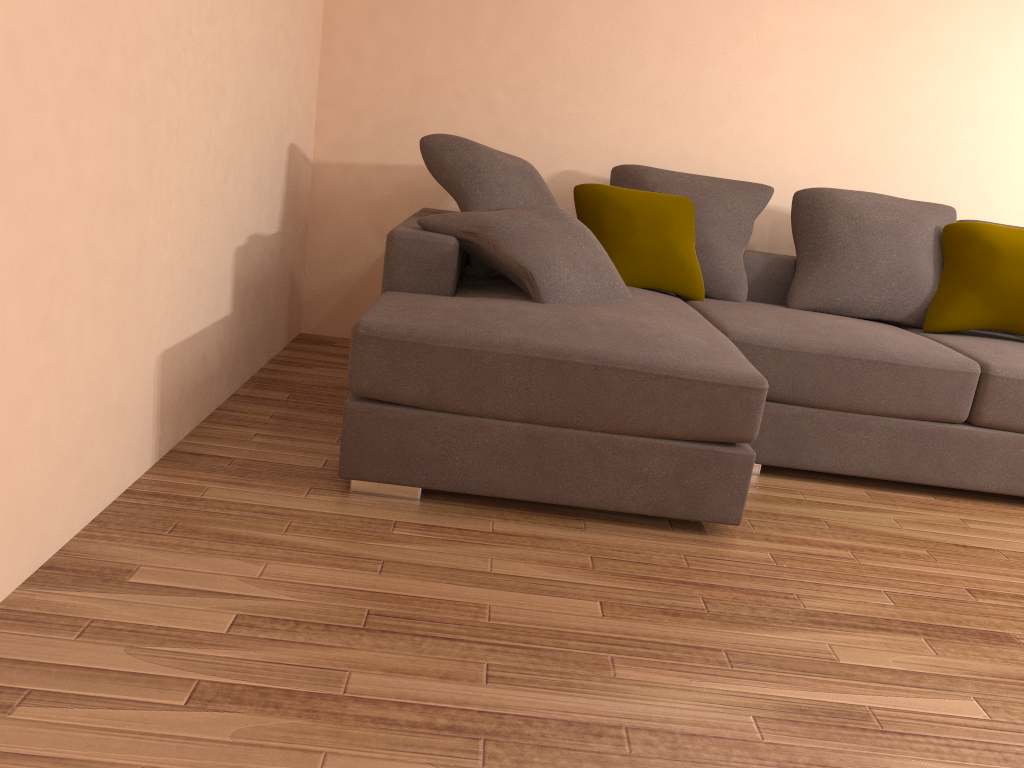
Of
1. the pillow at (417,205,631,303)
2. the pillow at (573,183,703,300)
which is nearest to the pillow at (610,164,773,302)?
the pillow at (573,183,703,300)

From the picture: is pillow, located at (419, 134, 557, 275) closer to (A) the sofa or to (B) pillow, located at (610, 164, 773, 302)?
(A) the sofa

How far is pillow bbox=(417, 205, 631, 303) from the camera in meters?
3.1

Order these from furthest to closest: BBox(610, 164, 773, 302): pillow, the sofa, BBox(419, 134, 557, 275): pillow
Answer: BBox(610, 164, 773, 302): pillow, BBox(419, 134, 557, 275): pillow, the sofa

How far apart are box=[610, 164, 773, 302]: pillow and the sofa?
0.1m

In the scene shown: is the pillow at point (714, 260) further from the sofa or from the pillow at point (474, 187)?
the pillow at point (474, 187)

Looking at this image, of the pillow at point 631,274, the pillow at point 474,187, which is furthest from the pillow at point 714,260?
the pillow at point 474,187

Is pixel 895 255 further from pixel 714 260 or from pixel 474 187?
pixel 474 187

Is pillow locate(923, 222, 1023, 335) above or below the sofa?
above

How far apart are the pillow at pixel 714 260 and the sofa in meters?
0.1 m
